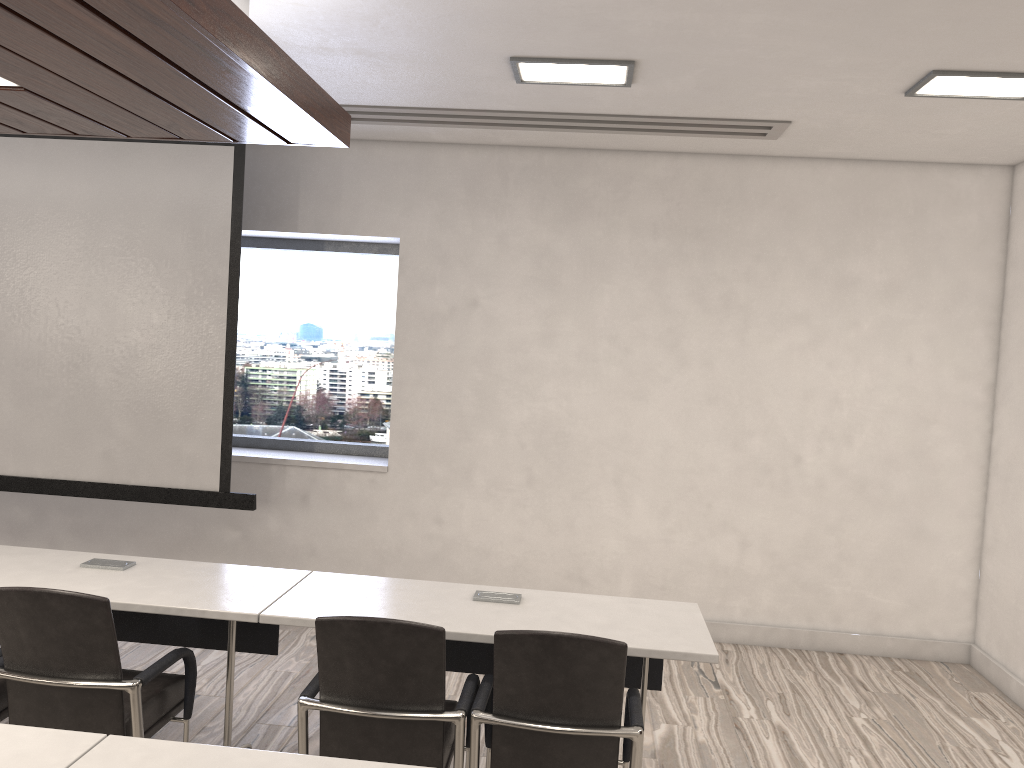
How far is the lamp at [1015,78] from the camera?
3.6 meters

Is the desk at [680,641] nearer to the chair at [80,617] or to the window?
the chair at [80,617]

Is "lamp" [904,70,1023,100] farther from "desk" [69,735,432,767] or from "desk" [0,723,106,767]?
"desk" [0,723,106,767]

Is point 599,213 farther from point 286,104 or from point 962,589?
point 962,589

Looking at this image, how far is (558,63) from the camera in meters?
3.7

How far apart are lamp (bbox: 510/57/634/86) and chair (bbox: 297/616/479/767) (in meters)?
2.39

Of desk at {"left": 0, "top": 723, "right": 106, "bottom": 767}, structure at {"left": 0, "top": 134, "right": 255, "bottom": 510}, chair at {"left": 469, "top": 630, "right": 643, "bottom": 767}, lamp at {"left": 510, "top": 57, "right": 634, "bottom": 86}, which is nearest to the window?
structure at {"left": 0, "top": 134, "right": 255, "bottom": 510}

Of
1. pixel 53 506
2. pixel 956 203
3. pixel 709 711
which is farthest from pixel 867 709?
pixel 53 506

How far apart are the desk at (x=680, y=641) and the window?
2.5m

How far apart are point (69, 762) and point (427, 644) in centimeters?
94cm
